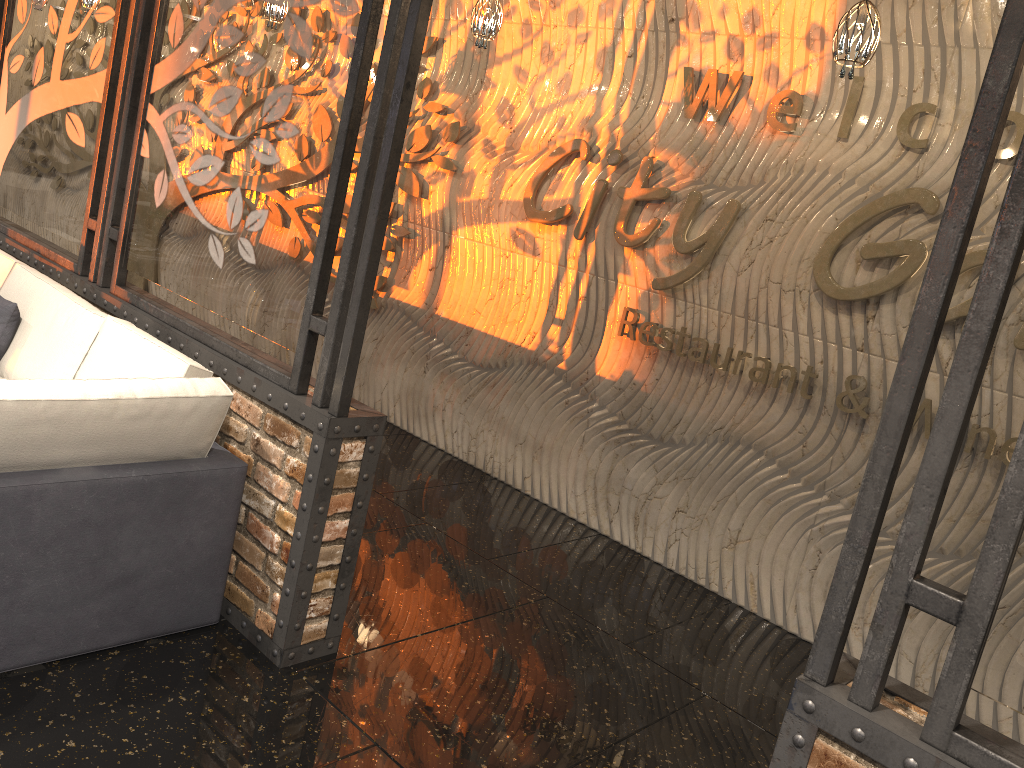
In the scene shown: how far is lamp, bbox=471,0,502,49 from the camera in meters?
4.3

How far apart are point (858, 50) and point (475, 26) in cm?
192

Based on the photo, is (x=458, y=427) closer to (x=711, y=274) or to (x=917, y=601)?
(x=711, y=274)

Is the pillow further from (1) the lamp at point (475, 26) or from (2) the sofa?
(1) the lamp at point (475, 26)

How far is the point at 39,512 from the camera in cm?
274

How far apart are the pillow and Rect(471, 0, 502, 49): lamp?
2.5m

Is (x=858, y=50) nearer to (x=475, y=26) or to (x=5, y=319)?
(x=475, y=26)

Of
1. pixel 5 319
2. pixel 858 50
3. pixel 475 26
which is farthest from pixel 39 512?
pixel 858 50

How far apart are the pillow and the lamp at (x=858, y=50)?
3.7 meters

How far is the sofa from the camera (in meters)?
2.74
